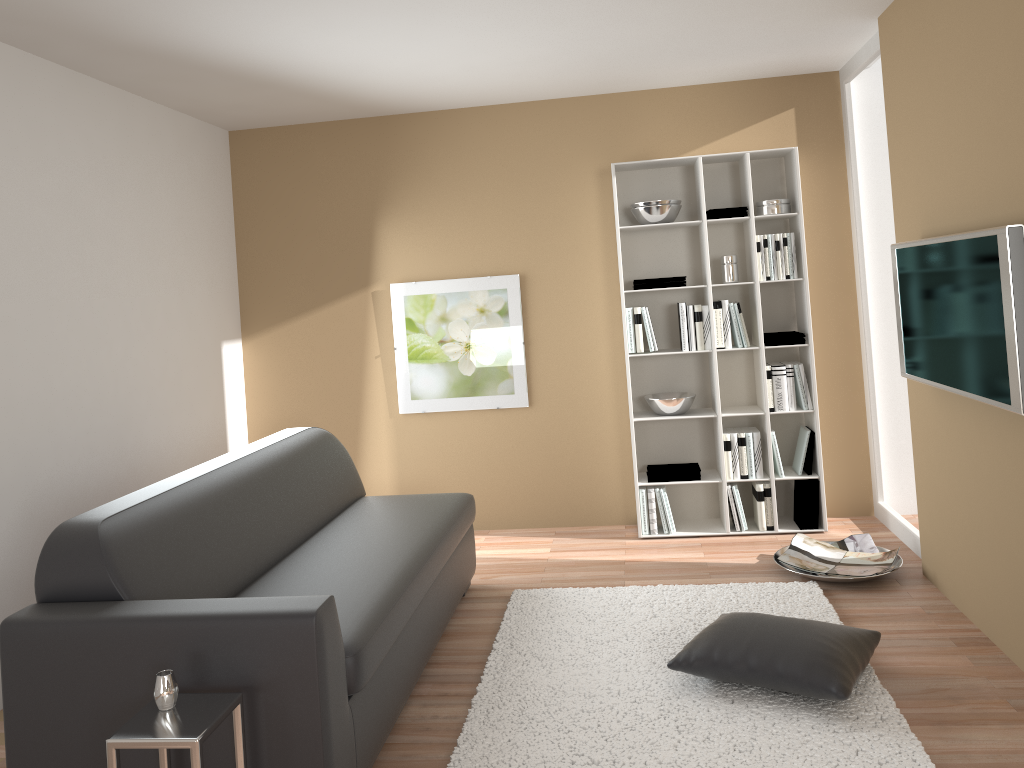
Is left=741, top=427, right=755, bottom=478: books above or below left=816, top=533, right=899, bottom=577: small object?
above

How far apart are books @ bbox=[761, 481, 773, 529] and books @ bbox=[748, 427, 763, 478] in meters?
0.1

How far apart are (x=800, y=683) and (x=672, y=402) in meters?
2.3

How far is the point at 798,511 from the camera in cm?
507

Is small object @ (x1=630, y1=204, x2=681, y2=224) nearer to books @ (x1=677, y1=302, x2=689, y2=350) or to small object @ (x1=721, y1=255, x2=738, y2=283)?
small object @ (x1=721, y1=255, x2=738, y2=283)

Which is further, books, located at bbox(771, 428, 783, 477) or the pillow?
books, located at bbox(771, 428, 783, 477)

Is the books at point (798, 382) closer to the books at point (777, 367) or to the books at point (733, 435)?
the books at point (777, 367)

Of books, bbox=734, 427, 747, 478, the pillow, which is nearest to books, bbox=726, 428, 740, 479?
books, bbox=734, 427, 747, 478

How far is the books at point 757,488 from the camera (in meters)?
5.02

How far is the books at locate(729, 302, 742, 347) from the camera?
5.0 meters
